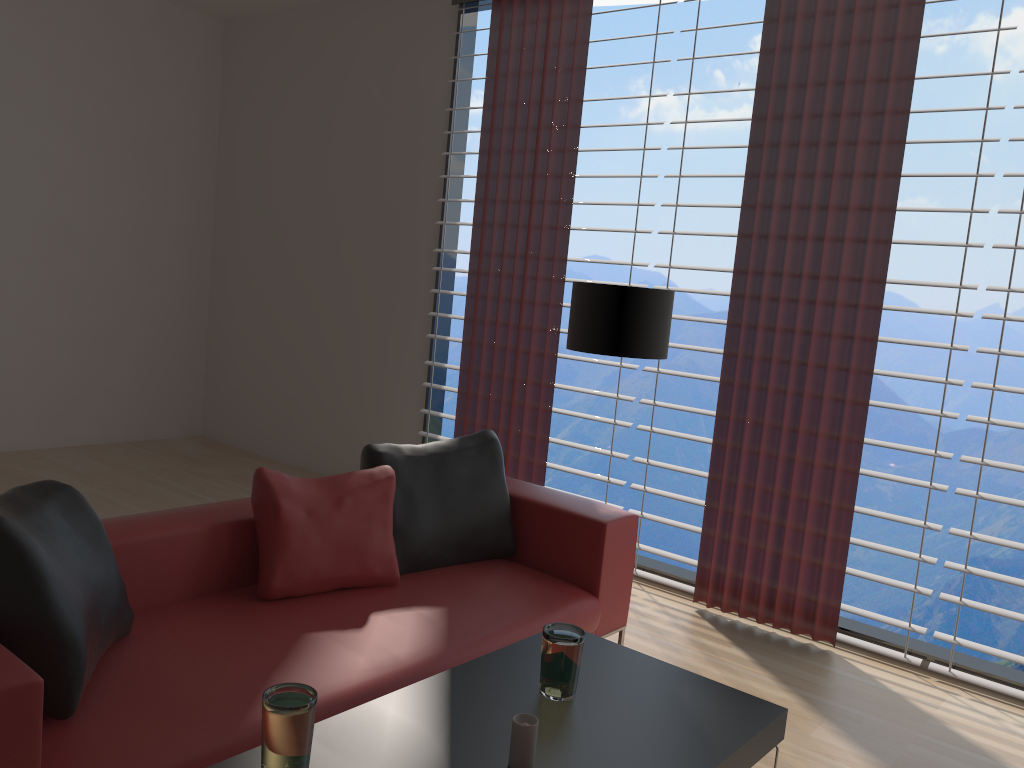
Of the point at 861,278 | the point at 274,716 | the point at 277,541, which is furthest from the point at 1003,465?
the point at 274,716

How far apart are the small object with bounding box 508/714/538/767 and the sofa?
0.8 meters

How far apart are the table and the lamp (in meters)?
1.79

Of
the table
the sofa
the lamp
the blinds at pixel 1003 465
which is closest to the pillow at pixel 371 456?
the sofa

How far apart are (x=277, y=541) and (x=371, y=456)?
0.7m

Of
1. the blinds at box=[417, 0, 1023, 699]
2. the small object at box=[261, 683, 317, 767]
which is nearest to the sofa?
the small object at box=[261, 683, 317, 767]

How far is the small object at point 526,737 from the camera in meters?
2.4 m

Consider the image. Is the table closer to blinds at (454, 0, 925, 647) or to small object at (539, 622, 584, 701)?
small object at (539, 622, 584, 701)

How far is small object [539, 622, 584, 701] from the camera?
2.8 meters

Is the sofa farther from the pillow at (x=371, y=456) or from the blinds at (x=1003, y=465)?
the blinds at (x=1003, y=465)
